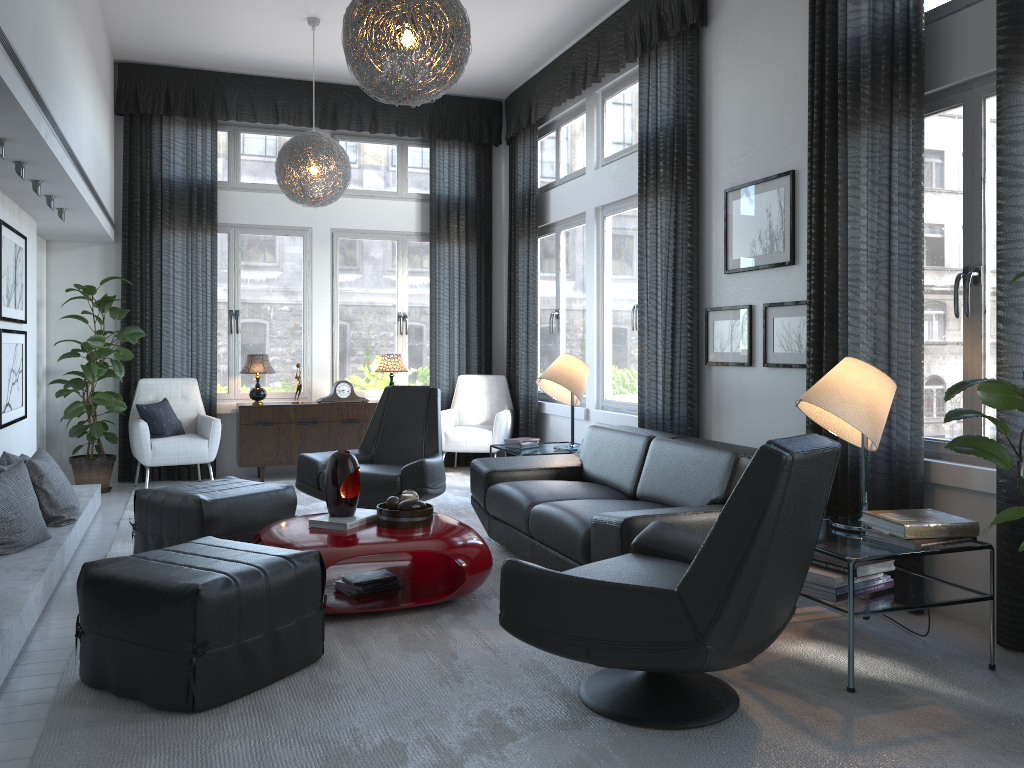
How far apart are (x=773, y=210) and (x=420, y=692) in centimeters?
297cm

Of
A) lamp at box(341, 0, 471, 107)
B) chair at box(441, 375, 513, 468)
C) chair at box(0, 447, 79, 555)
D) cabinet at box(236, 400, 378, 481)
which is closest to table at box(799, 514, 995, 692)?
lamp at box(341, 0, 471, 107)

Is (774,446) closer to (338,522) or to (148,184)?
(338,522)

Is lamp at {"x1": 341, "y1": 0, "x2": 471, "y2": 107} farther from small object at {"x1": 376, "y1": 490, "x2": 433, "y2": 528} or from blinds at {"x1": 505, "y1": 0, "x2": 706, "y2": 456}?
blinds at {"x1": 505, "y1": 0, "x2": 706, "y2": 456}

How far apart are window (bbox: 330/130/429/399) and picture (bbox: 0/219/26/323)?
2.7m

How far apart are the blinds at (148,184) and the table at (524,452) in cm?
206

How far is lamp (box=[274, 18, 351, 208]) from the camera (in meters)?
5.79

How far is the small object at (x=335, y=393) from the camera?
7.22m

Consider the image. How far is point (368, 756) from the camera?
2.3m

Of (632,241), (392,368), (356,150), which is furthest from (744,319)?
(356,150)
